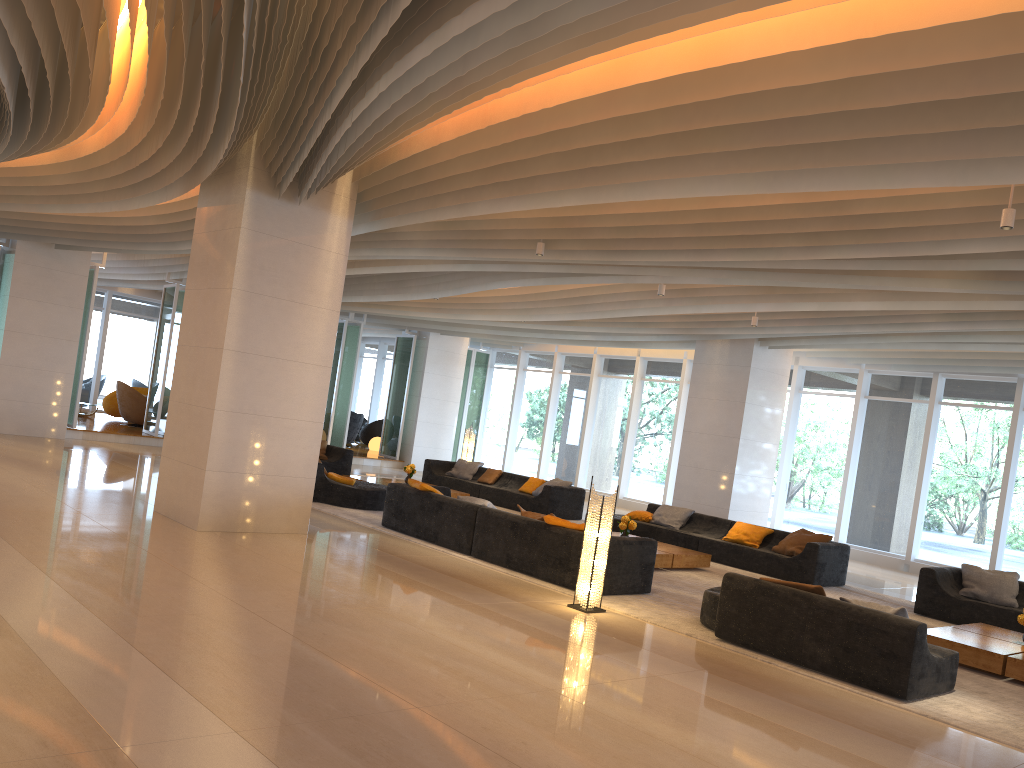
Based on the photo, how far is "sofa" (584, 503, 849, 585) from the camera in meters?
11.6 m

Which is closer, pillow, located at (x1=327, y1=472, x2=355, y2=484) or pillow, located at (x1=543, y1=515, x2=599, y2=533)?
pillow, located at (x1=543, y1=515, x2=599, y2=533)

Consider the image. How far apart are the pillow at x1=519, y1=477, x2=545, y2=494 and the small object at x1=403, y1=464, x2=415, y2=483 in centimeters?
211cm

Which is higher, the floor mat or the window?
the window

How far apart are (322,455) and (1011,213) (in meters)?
13.25

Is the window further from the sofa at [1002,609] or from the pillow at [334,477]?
the pillow at [334,477]

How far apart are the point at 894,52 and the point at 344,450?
13.7m

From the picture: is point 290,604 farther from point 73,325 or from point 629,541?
point 73,325

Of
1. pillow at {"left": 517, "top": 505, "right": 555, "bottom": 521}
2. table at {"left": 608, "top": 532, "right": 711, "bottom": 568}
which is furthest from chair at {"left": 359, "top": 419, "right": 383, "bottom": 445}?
pillow at {"left": 517, "top": 505, "right": 555, "bottom": 521}

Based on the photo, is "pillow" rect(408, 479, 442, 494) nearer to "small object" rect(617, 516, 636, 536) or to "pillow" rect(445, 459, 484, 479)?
"small object" rect(617, 516, 636, 536)
